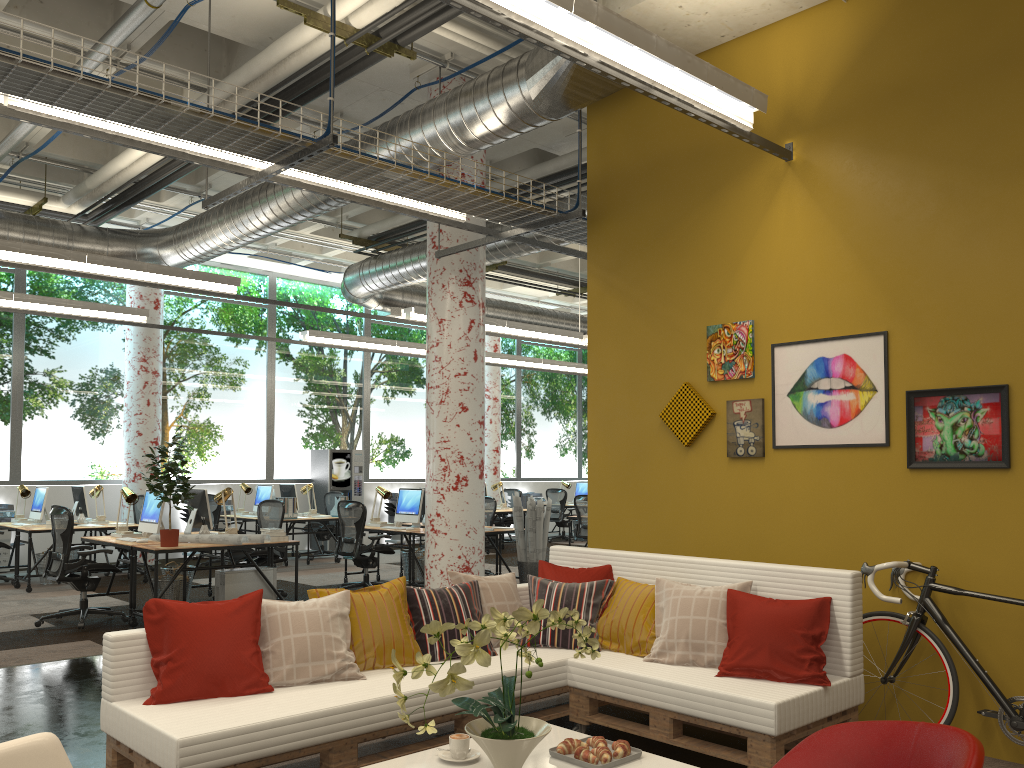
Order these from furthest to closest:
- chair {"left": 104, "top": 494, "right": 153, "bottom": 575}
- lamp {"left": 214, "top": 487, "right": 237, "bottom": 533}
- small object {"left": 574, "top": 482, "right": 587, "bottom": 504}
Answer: small object {"left": 574, "top": 482, "right": 587, "bottom": 504} < chair {"left": 104, "top": 494, "right": 153, "bottom": 575} < lamp {"left": 214, "top": 487, "right": 237, "bottom": 533}

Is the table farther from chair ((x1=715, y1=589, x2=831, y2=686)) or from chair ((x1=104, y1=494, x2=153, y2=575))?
chair ((x1=104, y1=494, x2=153, y2=575))

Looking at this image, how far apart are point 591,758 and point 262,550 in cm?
679

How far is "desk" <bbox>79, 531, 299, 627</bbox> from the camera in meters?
7.6 m

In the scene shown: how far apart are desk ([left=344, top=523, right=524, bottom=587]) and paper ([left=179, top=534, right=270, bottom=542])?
2.1 meters

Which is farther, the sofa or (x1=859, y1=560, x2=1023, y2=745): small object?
(x1=859, y1=560, x2=1023, y2=745): small object

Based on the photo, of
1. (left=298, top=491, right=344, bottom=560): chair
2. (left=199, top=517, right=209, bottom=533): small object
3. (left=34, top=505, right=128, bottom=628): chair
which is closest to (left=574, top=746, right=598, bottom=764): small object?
(left=34, top=505, right=128, bottom=628): chair

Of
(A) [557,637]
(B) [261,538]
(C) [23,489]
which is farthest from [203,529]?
(A) [557,637]

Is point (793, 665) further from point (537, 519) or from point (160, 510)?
point (160, 510)

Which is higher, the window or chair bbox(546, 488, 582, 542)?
the window
